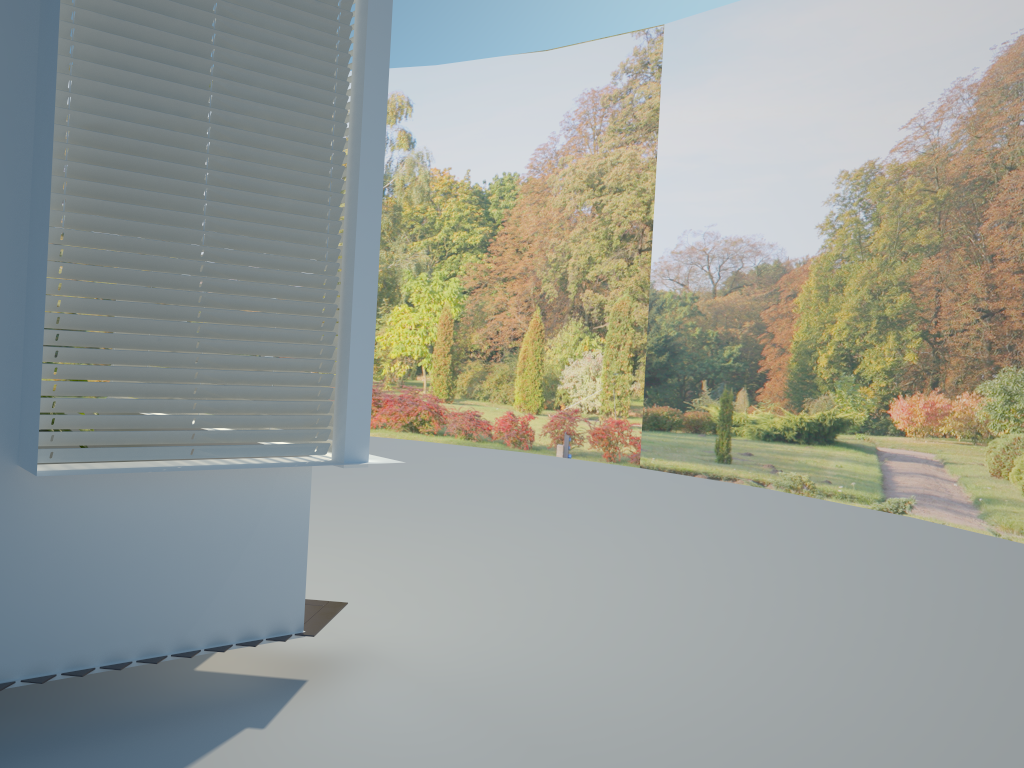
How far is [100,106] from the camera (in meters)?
3.20

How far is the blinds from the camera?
3.20m

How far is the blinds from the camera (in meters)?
3.20
